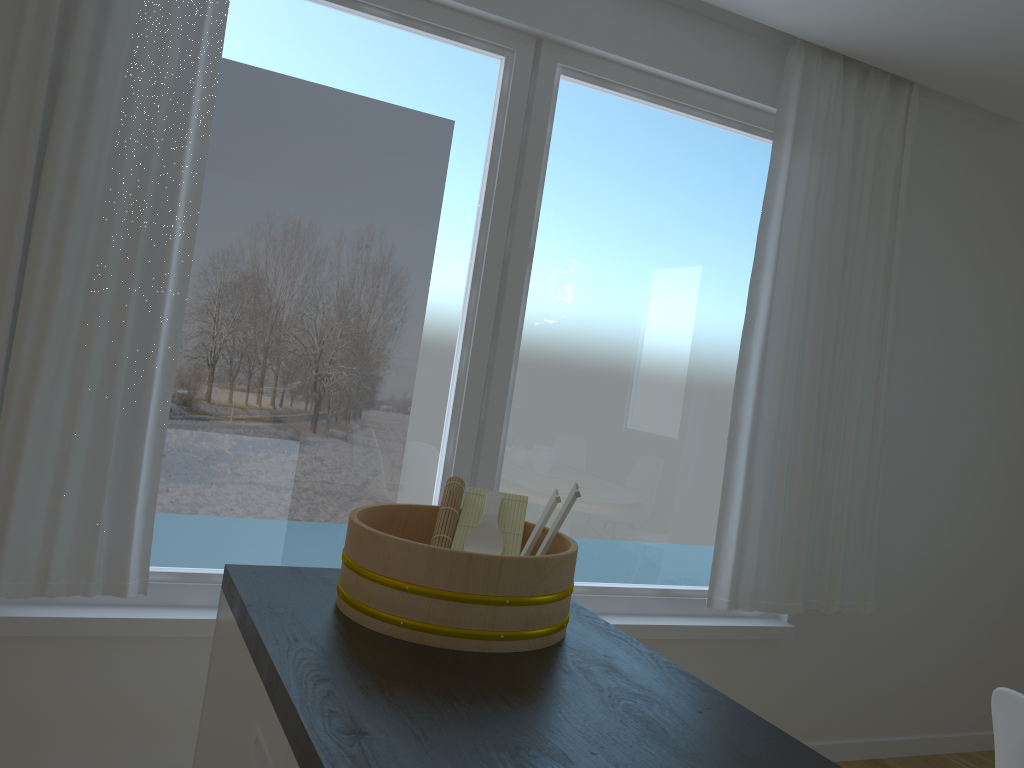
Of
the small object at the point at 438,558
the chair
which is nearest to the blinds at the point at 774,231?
the chair

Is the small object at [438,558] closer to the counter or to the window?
the counter

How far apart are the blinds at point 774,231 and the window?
0.1m

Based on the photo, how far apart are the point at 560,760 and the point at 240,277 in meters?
2.0

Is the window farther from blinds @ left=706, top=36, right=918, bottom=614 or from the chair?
the chair

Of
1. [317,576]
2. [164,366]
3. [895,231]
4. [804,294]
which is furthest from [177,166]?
[895,231]

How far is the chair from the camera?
1.7m

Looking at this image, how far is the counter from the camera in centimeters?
97cm

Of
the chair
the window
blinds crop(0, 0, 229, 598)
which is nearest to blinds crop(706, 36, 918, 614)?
the window

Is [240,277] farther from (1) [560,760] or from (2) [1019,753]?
(2) [1019,753]
